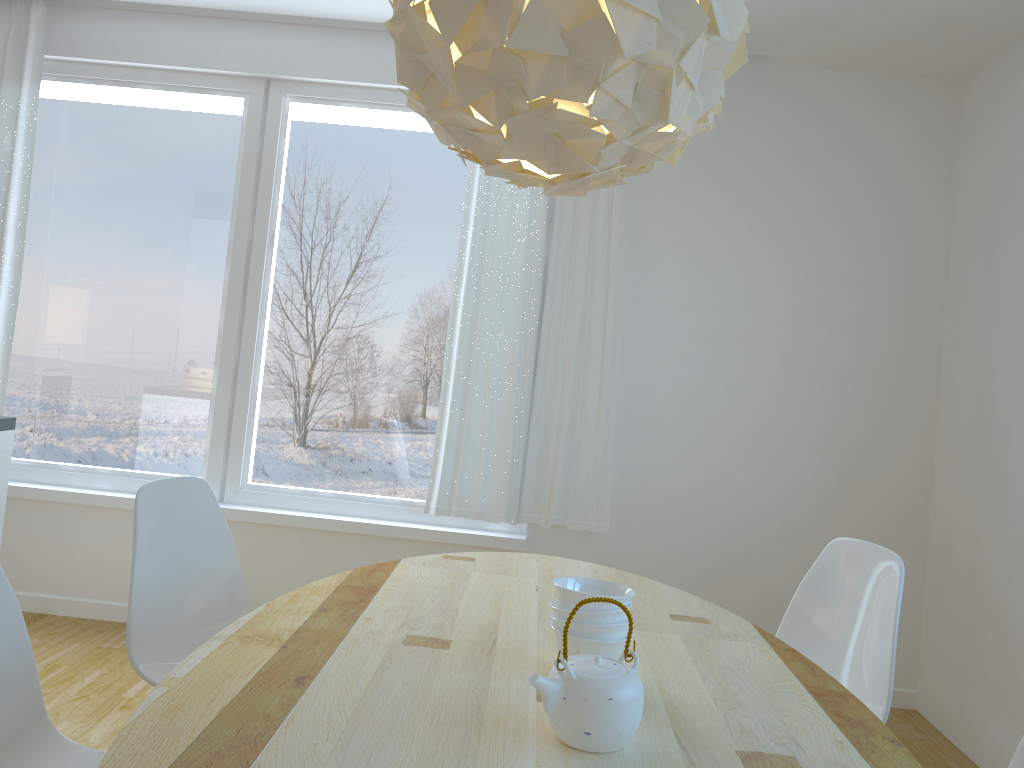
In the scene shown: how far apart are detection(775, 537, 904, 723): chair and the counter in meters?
2.5 m

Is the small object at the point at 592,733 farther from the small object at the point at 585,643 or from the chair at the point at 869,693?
the chair at the point at 869,693

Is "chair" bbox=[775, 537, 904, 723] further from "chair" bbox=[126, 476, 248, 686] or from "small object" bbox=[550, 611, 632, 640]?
"chair" bbox=[126, 476, 248, 686]

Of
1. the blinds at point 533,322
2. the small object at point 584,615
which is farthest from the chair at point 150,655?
the blinds at point 533,322

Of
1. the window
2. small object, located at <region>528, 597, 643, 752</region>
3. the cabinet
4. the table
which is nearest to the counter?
the cabinet

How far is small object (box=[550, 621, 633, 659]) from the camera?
1.58m

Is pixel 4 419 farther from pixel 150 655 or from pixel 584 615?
pixel 584 615

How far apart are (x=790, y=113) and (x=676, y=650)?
2.8m

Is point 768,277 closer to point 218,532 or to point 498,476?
point 498,476

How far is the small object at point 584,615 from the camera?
1.58m
